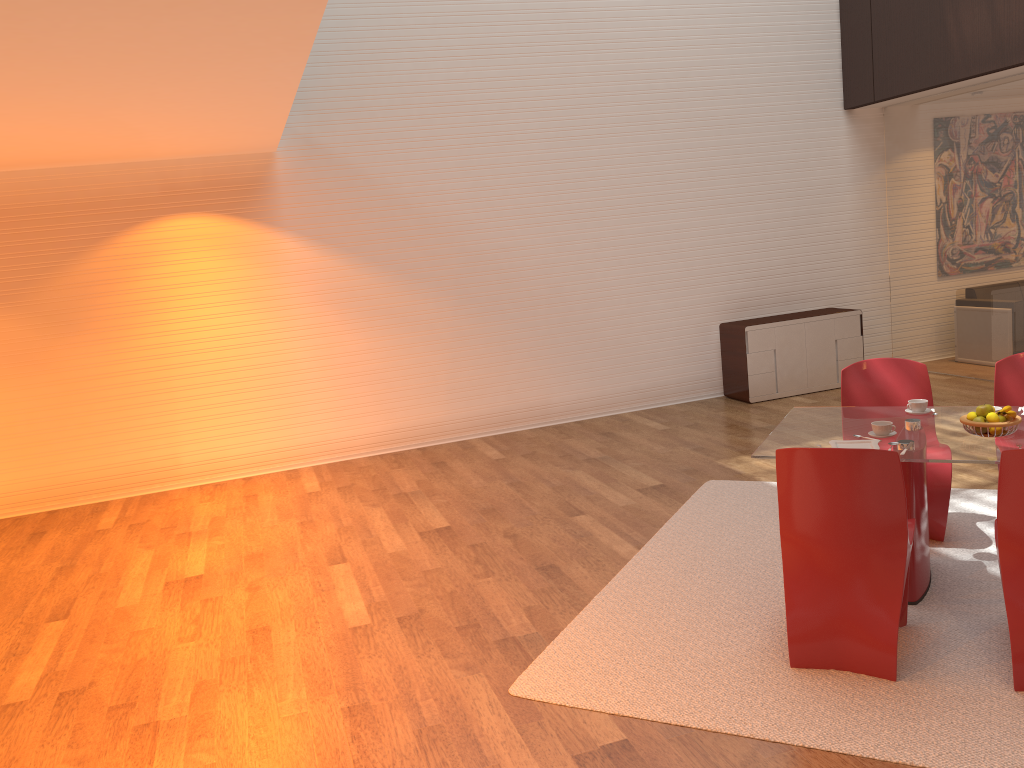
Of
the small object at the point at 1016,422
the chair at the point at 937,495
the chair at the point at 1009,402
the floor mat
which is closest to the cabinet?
the floor mat

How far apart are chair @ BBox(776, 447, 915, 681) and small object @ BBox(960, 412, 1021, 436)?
0.6m

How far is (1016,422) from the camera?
3.7 meters

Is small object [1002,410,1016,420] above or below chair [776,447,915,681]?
above

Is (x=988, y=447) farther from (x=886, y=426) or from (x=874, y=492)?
(x=874, y=492)

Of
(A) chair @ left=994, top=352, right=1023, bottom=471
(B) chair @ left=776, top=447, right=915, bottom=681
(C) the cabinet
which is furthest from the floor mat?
(C) the cabinet

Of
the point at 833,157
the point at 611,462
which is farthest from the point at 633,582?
the point at 833,157

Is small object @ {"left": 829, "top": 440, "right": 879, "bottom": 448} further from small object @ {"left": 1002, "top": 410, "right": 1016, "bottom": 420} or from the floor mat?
the floor mat

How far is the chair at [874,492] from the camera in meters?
3.3

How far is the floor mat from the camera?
3.0 meters
